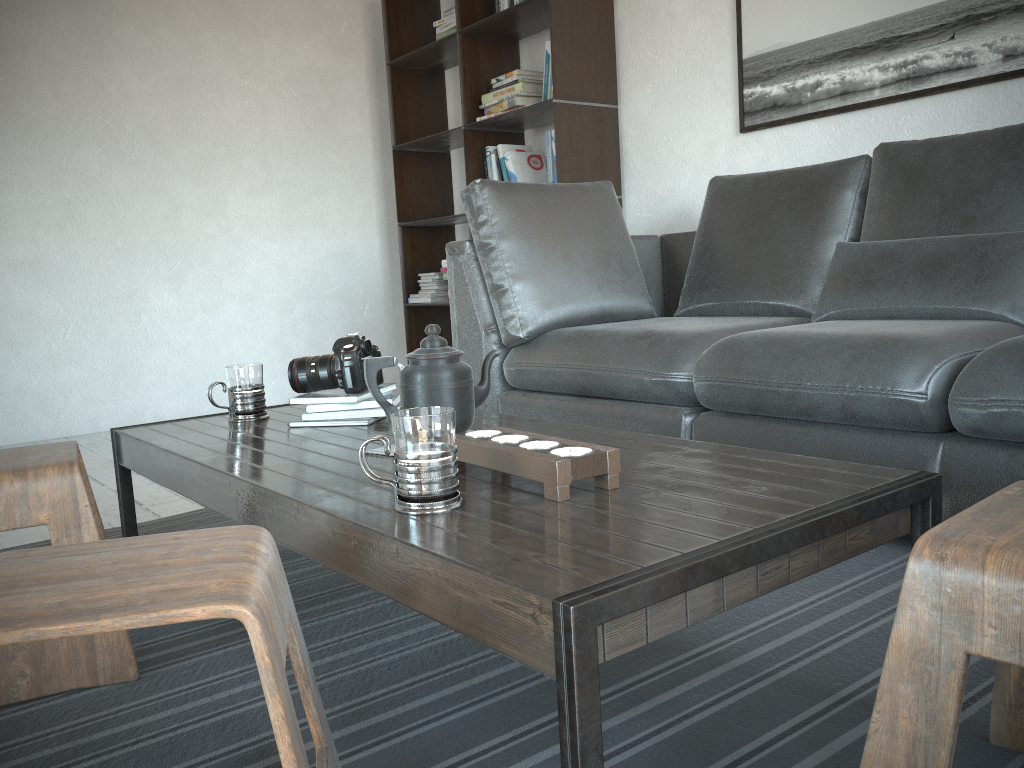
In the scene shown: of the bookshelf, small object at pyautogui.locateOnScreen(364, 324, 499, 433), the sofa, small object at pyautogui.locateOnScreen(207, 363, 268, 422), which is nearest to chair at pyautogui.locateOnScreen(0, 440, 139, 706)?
small object at pyautogui.locateOnScreen(207, 363, 268, 422)

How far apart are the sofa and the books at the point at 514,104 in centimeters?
64cm

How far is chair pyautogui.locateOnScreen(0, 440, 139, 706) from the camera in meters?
1.3

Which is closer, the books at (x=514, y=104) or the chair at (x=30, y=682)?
the chair at (x=30, y=682)

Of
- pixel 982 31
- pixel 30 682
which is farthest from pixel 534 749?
pixel 982 31

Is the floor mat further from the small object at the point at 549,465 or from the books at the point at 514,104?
the books at the point at 514,104

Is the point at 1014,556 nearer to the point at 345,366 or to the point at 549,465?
the point at 549,465

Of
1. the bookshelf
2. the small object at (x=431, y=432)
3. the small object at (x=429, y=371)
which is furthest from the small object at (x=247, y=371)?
the bookshelf

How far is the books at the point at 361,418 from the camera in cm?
170

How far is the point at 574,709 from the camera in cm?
71
